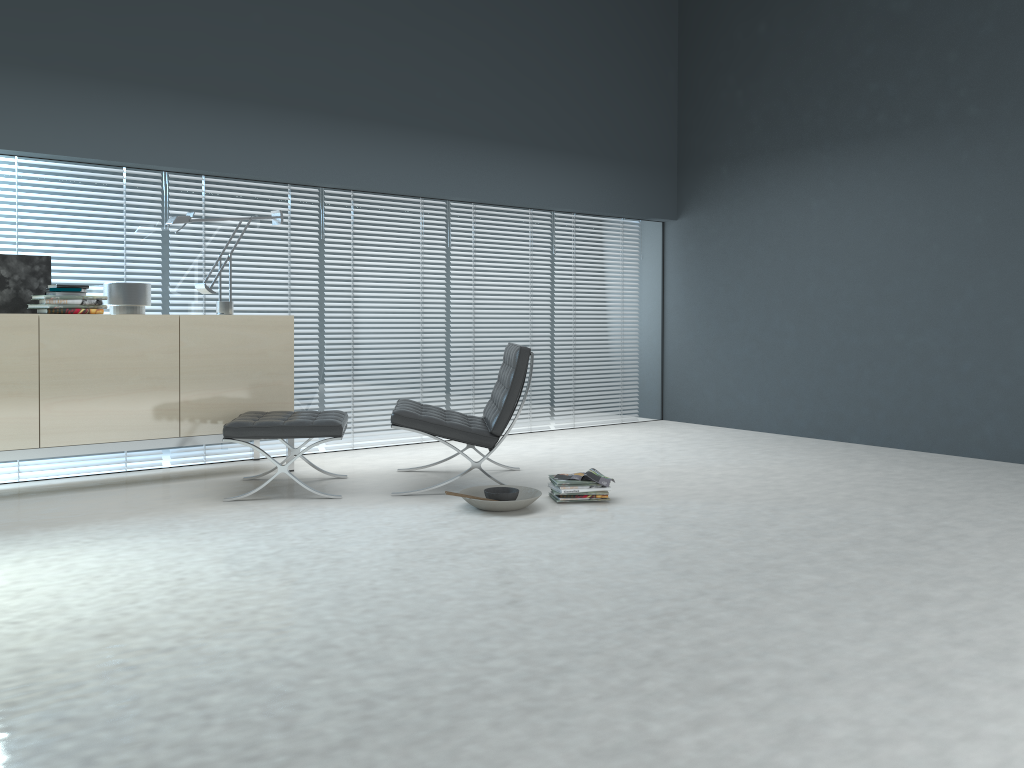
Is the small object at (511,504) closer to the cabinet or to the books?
the books

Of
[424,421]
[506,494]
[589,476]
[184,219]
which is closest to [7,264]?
[184,219]

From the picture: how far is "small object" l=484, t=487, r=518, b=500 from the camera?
4.1 meters

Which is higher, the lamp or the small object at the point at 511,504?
the lamp

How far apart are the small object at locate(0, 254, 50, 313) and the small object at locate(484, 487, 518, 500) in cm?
252

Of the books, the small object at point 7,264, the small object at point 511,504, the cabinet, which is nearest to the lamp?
the cabinet

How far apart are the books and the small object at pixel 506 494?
0.31m

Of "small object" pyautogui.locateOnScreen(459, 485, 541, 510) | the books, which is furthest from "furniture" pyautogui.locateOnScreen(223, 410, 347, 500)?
the books

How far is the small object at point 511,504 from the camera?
4.0m

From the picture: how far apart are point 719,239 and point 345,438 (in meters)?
3.43
